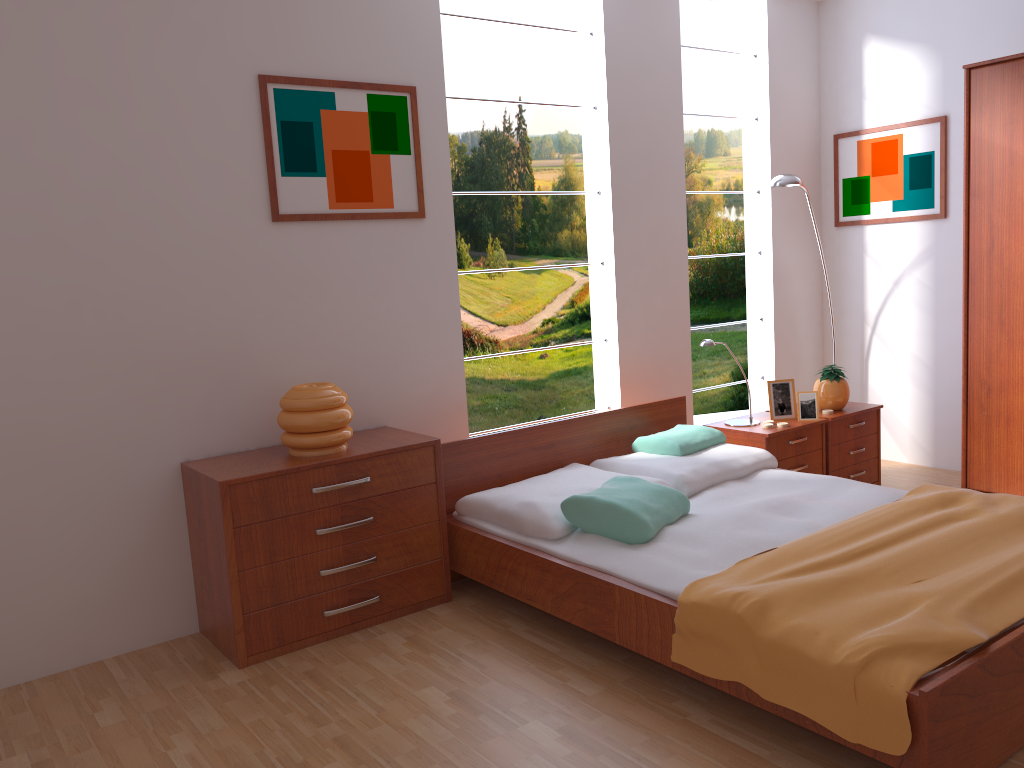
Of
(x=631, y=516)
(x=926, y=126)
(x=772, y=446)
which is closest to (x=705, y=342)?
(x=772, y=446)

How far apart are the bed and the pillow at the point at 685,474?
0.0m

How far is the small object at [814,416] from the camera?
4.1 meters

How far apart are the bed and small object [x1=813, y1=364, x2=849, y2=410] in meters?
0.7 m

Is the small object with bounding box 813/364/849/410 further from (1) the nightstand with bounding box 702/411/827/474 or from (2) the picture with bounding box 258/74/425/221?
(2) the picture with bounding box 258/74/425/221

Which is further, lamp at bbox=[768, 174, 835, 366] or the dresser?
lamp at bbox=[768, 174, 835, 366]

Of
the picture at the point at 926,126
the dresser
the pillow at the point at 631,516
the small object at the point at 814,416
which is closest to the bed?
the pillow at the point at 631,516

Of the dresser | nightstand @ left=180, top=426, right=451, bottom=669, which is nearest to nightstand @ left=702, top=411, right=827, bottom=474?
the dresser

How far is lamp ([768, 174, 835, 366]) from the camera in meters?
4.3 m

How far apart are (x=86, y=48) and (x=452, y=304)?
1.60m
